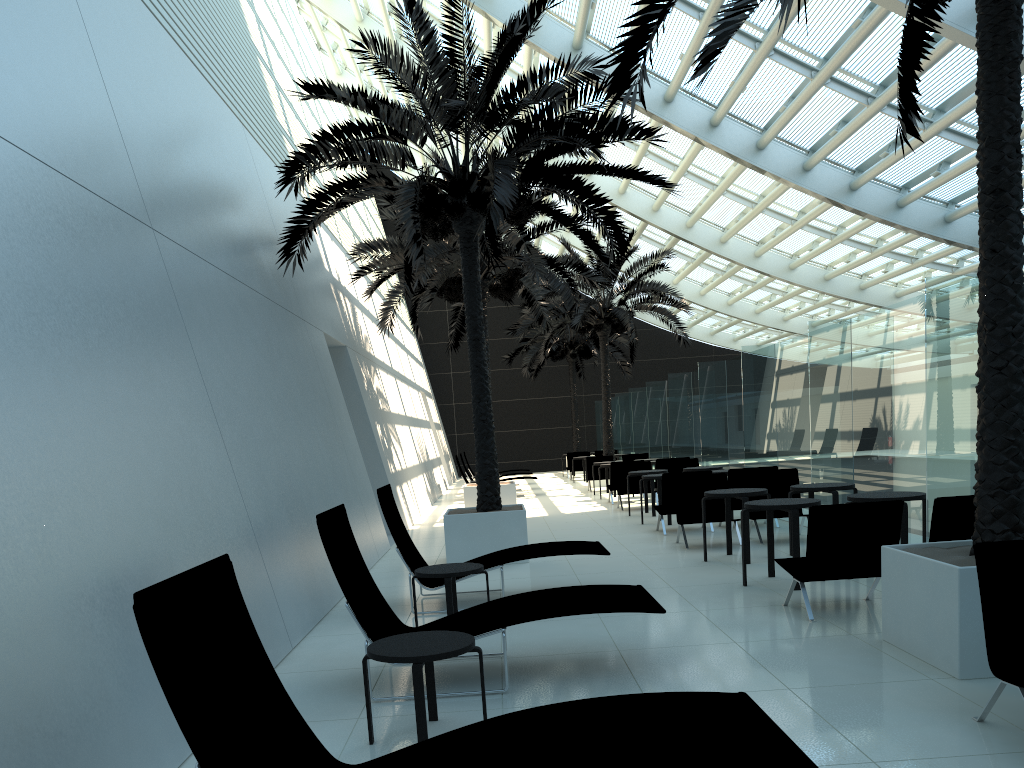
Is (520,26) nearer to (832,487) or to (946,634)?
(832,487)

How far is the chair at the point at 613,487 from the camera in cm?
1800

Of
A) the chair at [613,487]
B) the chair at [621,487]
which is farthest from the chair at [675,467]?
the chair at [613,487]

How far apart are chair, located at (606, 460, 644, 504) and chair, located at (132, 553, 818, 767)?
14.71m

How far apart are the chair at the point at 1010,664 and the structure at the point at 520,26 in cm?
608

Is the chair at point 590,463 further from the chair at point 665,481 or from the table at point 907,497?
the table at point 907,497

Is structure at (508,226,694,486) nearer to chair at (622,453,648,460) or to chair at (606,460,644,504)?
chair at (622,453,648,460)

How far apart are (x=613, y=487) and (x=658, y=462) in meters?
1.1 m

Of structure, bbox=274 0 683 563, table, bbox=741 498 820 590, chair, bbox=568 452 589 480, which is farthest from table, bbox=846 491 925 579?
chair, bbox=568 452 589 480

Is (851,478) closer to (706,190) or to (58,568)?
(58,568)
